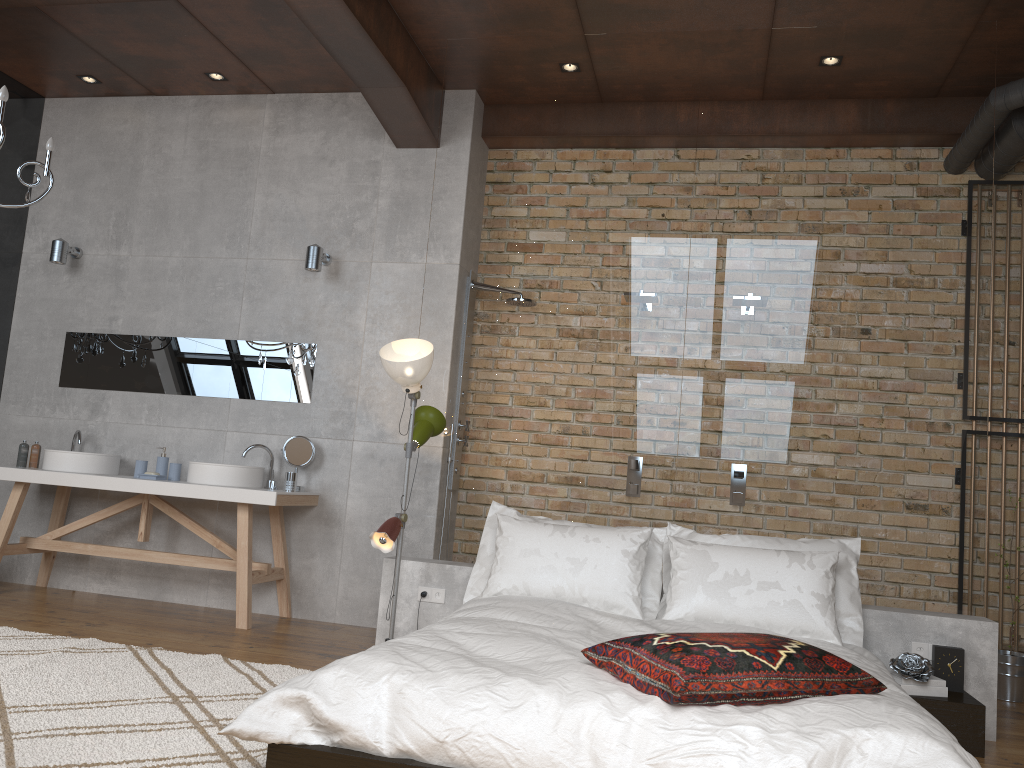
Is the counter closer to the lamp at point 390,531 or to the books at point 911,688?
the lamp at point 390,531

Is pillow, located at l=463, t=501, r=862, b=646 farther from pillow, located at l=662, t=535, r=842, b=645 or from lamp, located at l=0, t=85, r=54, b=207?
lamp, located at l=0, t=85, r=54, b=207

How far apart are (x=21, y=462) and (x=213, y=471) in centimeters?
147cm

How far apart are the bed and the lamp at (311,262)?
2.5m

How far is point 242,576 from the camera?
5.0 meters

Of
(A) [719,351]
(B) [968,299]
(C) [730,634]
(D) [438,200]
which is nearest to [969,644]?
(B) [968,299]

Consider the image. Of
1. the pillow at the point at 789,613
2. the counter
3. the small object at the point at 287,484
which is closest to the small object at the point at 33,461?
the counter

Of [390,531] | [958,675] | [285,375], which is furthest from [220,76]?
[958,675]

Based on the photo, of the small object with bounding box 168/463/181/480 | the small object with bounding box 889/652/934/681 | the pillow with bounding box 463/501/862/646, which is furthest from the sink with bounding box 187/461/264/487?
the small object with bounding box 889/652/934/681

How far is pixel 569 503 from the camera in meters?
4.5 m
